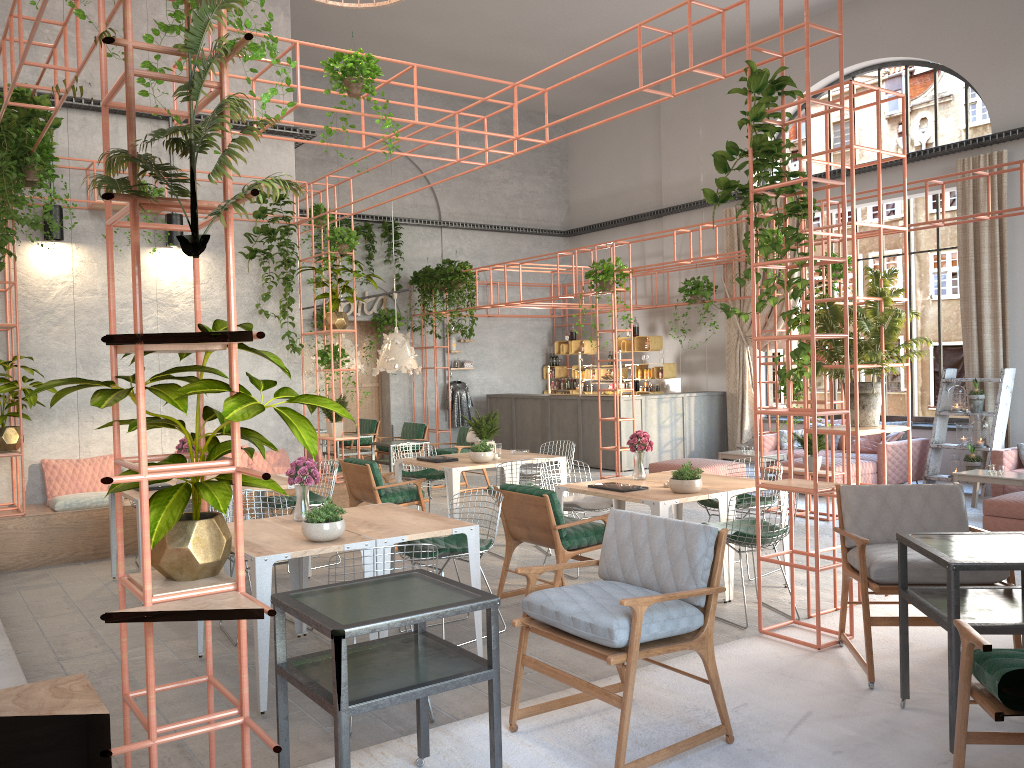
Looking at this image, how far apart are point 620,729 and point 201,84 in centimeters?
270cm

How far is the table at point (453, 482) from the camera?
8.5m

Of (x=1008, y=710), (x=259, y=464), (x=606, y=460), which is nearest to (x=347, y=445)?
(x=606, y=460)

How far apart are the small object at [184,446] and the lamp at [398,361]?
4.2 meters

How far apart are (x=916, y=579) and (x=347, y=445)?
12.05m

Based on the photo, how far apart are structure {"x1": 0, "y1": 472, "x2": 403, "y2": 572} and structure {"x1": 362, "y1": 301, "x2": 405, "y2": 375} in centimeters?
706cm

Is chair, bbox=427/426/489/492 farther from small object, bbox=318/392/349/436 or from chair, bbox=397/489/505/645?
chair, bbox=397/489/505/645

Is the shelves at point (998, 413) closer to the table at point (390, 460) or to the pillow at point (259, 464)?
the table at point (390, 460)

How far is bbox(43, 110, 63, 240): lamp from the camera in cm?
912

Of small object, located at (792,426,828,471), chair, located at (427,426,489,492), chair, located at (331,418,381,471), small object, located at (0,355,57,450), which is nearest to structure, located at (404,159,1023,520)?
small object, located at (792,426,828,471)
